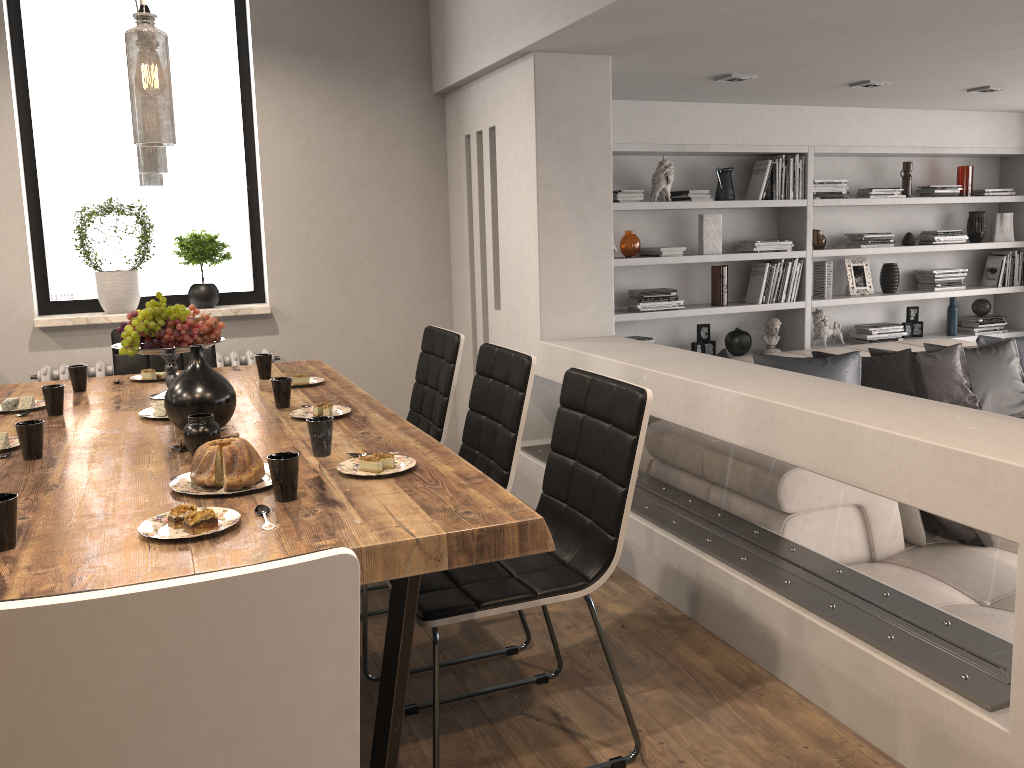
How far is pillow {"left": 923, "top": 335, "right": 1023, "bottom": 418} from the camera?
5.3m

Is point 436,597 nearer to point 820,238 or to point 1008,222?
point 820,238

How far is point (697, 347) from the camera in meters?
5.8

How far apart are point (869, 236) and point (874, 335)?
0.70m

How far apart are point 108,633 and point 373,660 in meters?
1.9

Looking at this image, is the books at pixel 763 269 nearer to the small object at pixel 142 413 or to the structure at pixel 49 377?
the structure at pixel 49 377

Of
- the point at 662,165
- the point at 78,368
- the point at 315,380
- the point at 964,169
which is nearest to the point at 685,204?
the point at 662,165

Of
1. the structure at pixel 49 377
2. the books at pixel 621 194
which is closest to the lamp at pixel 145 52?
the structure at pixel 49 377

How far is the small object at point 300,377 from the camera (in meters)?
3.24

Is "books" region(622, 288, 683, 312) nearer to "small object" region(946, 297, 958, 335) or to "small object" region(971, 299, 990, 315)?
"small object" region(946, 297, 958, 335)
